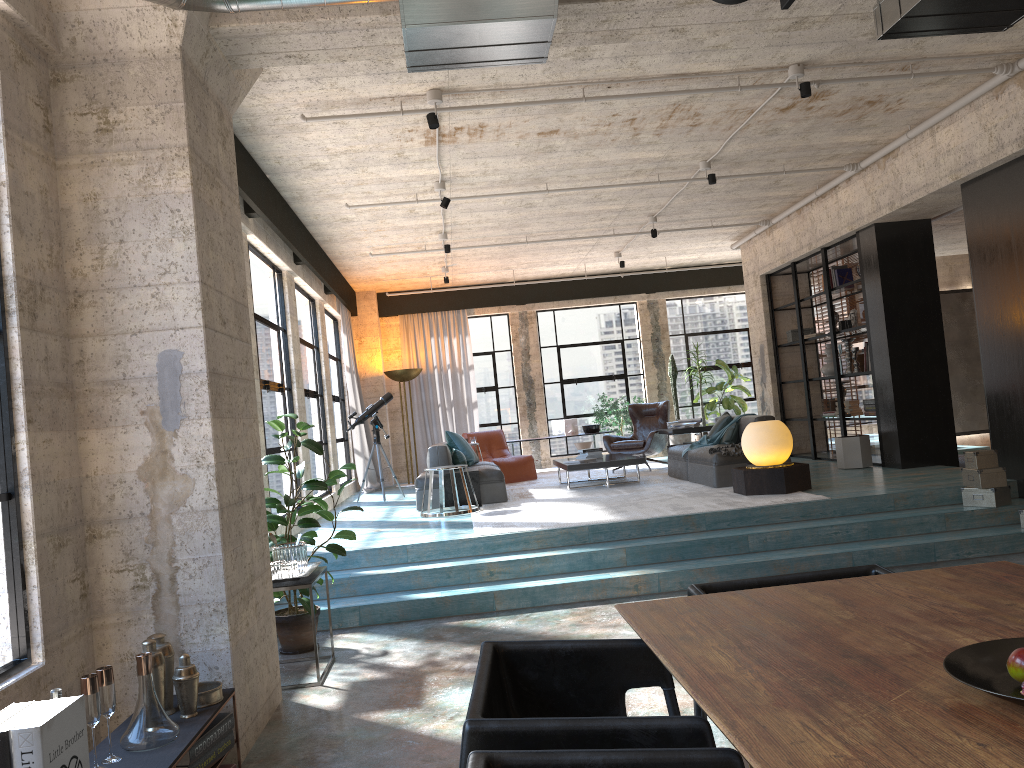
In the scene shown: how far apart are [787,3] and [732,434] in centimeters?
762cm

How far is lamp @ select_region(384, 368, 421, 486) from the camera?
13.80m

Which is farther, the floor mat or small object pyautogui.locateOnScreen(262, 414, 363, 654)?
the floor mat

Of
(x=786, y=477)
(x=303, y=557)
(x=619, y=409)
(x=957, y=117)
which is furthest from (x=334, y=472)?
(x=619, y=409)

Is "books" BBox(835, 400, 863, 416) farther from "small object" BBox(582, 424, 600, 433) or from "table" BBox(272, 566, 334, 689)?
"table" BBox(272, 566, 334, 689)

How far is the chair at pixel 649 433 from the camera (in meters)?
12.00

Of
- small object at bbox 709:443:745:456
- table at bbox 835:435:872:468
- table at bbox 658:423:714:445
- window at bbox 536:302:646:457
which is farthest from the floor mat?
table at bbox 835:435:872:468

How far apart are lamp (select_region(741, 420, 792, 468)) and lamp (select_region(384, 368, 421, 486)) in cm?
679

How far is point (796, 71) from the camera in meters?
6.2 m

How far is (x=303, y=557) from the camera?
5.30m
